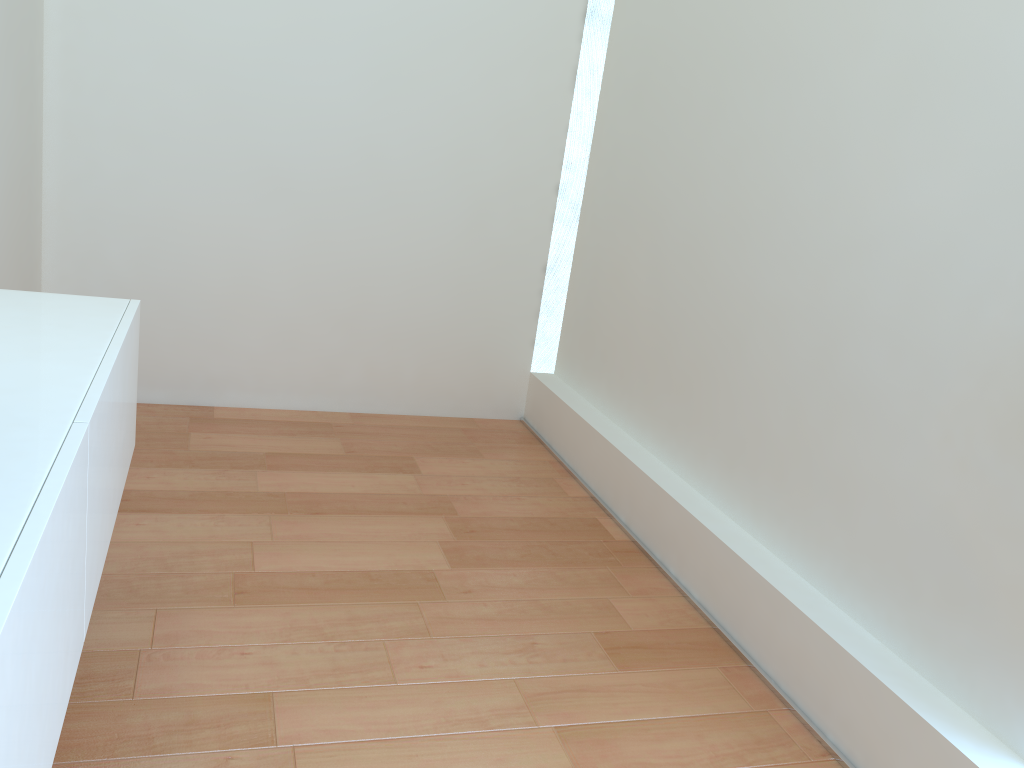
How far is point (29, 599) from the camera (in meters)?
0.93

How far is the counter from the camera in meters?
0.9 m

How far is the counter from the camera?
0.9m
